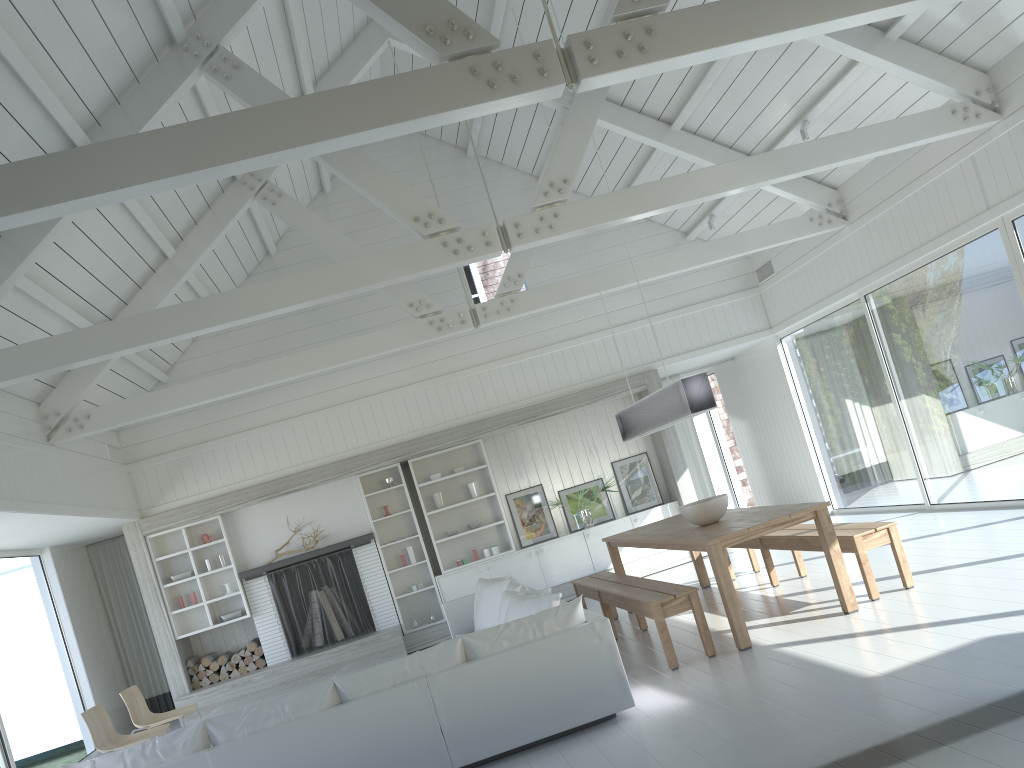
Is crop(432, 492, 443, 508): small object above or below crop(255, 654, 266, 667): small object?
above

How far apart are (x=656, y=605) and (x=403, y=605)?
5.6m

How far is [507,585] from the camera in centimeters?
763cm

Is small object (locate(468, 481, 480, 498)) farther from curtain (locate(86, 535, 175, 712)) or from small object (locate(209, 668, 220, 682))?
curtain (locate(86, 535, 175, 712))

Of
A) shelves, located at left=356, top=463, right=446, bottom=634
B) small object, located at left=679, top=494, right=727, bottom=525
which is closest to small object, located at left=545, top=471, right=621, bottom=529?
shelves, located at left=356, top=463, right=446, bottom=634

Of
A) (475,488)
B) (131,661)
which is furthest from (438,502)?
(131,661)

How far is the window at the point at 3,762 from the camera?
7.6m

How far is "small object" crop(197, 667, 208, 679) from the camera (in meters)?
9.96

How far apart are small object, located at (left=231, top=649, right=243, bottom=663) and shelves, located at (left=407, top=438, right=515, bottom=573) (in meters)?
2.50

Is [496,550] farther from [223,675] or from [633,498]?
[223,675]
